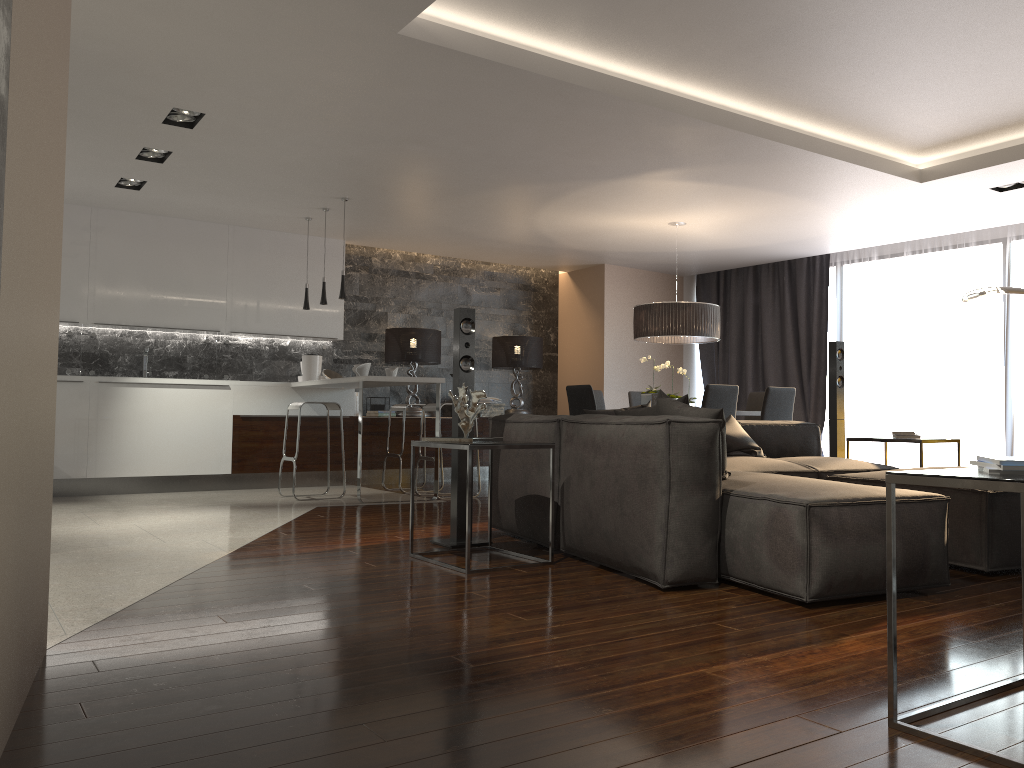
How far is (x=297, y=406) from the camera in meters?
7.4 m

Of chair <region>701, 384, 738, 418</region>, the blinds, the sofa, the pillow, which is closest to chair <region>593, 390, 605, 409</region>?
chair <region>701, 384, 738, 418</region>

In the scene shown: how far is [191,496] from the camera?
7.7 meters

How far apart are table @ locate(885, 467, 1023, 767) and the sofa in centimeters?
92cm

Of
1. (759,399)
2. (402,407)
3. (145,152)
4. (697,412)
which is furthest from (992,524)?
(145,152)

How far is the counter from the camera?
7.1m

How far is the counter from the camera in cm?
706

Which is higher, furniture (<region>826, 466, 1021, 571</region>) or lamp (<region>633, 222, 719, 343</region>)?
lamp (<region>633, 222, 719, 343</region>)

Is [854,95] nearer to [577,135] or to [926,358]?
[577,135]

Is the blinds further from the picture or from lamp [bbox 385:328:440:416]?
the picture
